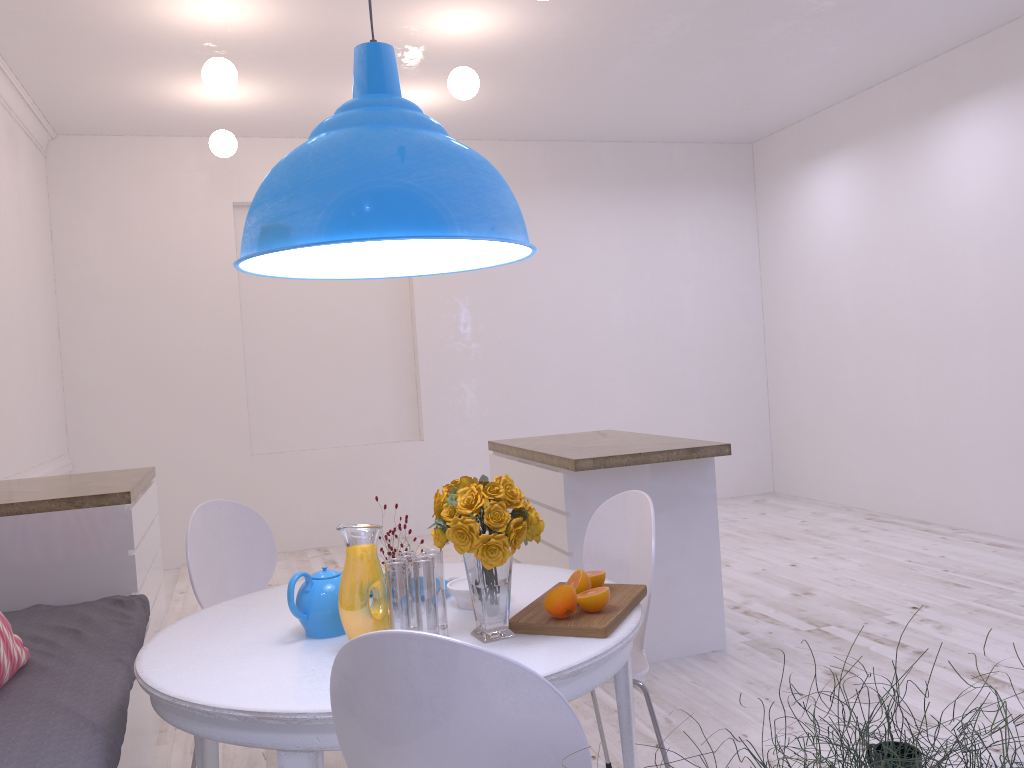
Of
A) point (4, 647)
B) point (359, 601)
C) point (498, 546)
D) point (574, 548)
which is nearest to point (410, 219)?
point (498, 546)

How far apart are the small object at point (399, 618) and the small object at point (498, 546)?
0.0 meters

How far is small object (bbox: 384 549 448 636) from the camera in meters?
1.8 m

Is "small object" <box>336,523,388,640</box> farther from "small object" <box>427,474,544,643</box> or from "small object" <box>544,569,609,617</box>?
"small object" <box>544,569,609,617</box>

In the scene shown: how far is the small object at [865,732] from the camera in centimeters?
70cm

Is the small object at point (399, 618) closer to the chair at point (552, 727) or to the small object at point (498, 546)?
the small object at point (498, 546)

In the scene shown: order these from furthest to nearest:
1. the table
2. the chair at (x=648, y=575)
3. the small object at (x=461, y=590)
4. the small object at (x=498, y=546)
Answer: the chair at (x=648, y=575) < the small object at (x=461, y=590) < the small object at (x=498, y=546) < the table

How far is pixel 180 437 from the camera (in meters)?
6.07

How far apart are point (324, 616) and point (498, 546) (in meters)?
0.44

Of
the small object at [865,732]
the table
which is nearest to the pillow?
the table
